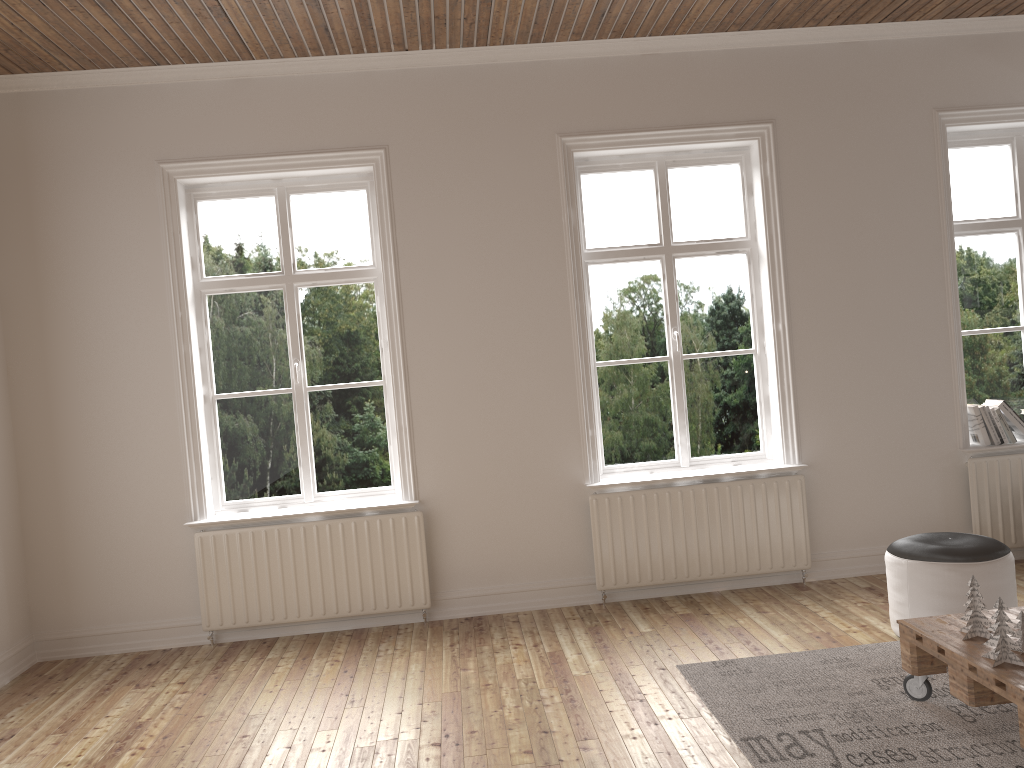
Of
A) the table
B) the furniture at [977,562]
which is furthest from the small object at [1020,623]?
the furniture at [977,562]

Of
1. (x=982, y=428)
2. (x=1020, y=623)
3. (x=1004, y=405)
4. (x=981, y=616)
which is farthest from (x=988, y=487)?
(x=1020, y=623)

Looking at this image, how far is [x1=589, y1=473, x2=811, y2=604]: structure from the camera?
4.9m

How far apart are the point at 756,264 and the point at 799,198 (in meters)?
0.44

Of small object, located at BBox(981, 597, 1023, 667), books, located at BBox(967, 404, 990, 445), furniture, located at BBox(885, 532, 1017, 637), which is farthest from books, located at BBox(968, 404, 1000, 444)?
small object, located at BBox(981, 597, 1023, 667)

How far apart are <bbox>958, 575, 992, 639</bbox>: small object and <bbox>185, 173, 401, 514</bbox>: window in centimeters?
298cm

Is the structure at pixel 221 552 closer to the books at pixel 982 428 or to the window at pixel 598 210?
the window at pixel 598 210

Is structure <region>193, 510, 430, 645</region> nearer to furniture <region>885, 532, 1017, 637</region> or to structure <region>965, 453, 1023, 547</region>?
furniture <region>885, 532, 1017, 637</region>

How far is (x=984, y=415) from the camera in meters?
5.1

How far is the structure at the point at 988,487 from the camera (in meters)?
5.02
